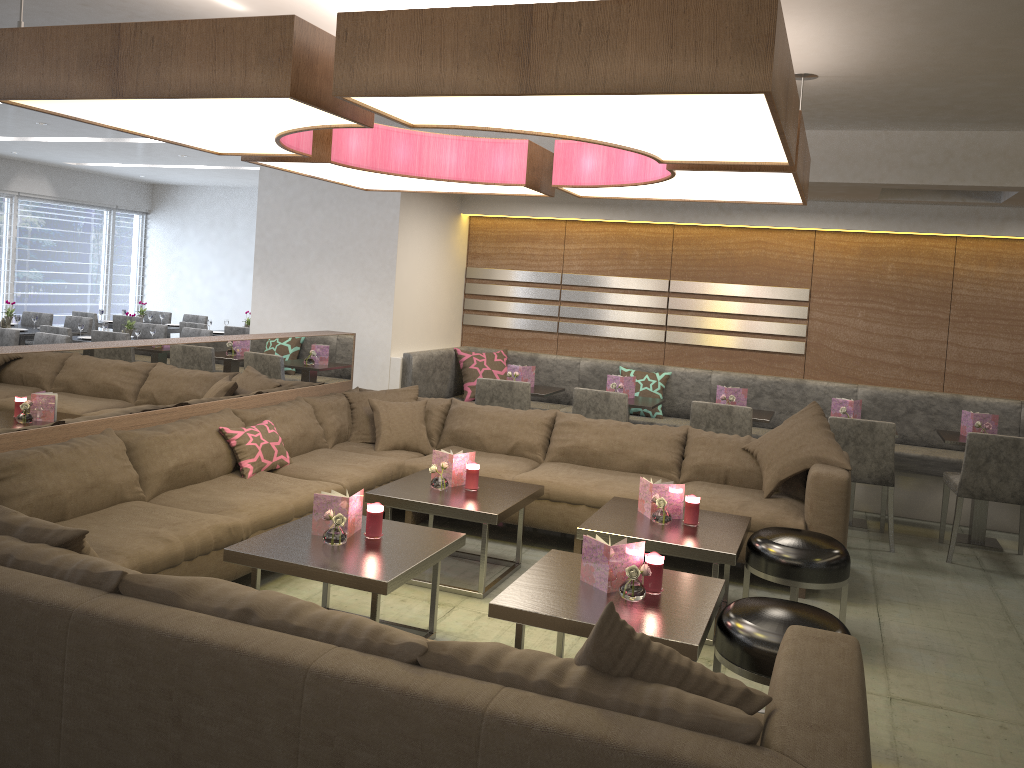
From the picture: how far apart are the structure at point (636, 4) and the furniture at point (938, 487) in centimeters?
180cm

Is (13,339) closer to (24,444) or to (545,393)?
(24,444)

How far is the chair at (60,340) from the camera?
7.0m

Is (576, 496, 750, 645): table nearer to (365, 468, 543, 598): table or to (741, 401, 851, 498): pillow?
(365, 468, 543, 598): table

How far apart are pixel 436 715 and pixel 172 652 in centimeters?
63cm

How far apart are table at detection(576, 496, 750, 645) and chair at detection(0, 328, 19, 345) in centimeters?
548cm

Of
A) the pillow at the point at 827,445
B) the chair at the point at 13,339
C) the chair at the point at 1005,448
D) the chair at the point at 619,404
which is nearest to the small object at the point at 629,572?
the pillow at the point at 827,445

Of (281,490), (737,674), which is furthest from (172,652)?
(281,490)

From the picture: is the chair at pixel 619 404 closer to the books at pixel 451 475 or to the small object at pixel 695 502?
the books at pixel 451 475

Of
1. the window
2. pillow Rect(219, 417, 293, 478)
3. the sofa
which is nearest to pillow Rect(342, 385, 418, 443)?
the sofa
